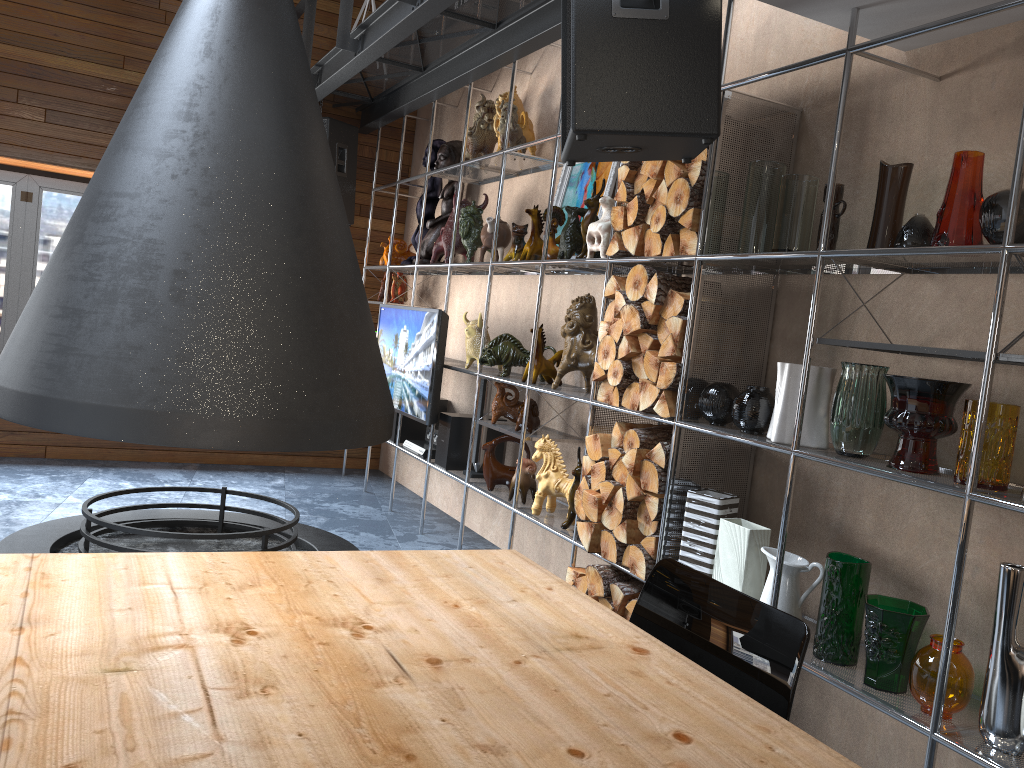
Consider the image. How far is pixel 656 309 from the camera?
3.19m

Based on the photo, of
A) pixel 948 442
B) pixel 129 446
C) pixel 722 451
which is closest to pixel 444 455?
pixel 722 451

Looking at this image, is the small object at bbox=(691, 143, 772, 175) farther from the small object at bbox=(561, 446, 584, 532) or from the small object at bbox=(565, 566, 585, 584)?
the small object at bbox=(565, 566, 585, 584)

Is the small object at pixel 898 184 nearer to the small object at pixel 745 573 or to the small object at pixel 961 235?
the small object at pixel 961 235

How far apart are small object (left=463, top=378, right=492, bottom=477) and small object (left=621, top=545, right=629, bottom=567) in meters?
1.6

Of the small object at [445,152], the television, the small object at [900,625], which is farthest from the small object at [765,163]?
the small object at [445,152]

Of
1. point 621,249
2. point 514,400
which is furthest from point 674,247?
point 514,400

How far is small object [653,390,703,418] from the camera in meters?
3.1

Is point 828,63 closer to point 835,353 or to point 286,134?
point 835,353

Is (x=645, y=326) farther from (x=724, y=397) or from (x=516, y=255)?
(x=516, y=255)
